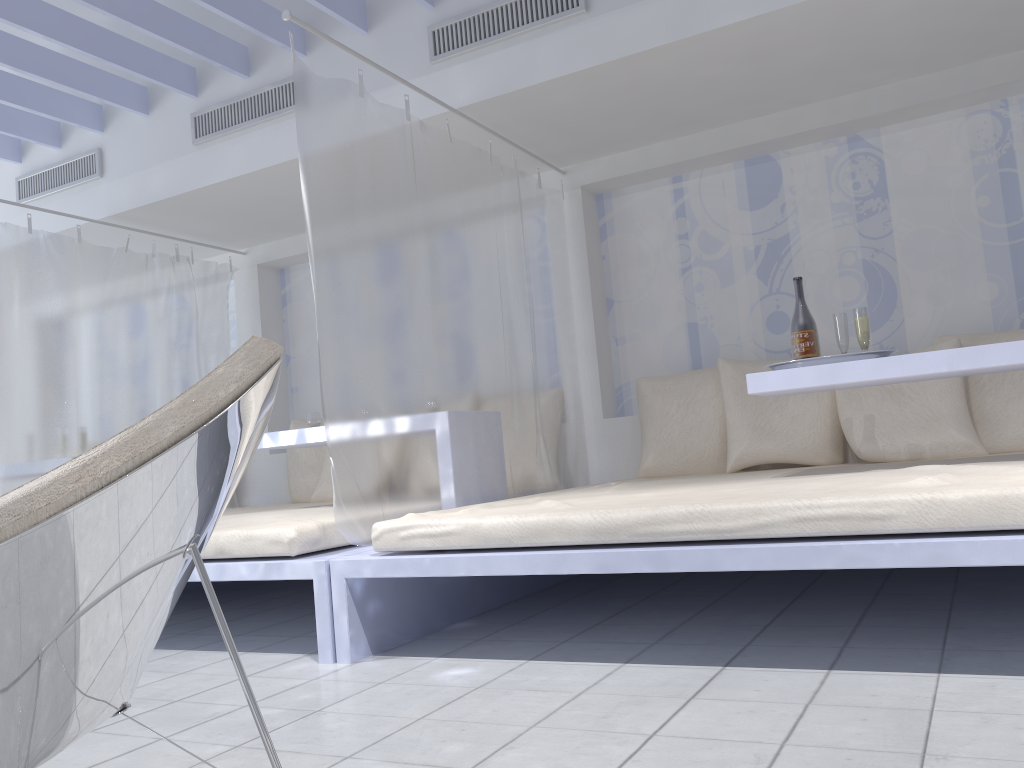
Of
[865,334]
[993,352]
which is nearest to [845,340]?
[865,334]

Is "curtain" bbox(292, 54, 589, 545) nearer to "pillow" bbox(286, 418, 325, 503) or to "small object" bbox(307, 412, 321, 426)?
"small object" bbox(307, 412, 321, 426)

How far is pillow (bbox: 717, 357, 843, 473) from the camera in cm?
375

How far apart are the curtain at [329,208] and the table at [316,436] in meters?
0.6

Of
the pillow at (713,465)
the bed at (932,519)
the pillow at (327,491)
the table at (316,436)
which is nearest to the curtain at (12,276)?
the pillow at (327,491)

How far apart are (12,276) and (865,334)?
3.7m

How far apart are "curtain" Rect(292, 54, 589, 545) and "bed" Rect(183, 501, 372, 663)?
0.1m

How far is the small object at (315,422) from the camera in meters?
4.1 m

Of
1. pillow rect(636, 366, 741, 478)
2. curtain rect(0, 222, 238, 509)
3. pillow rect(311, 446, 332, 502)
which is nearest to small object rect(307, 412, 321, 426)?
pillow rect(311, 446, 332, 502)

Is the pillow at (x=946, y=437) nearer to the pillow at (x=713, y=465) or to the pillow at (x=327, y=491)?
the pillow at (x=713, y=465)
